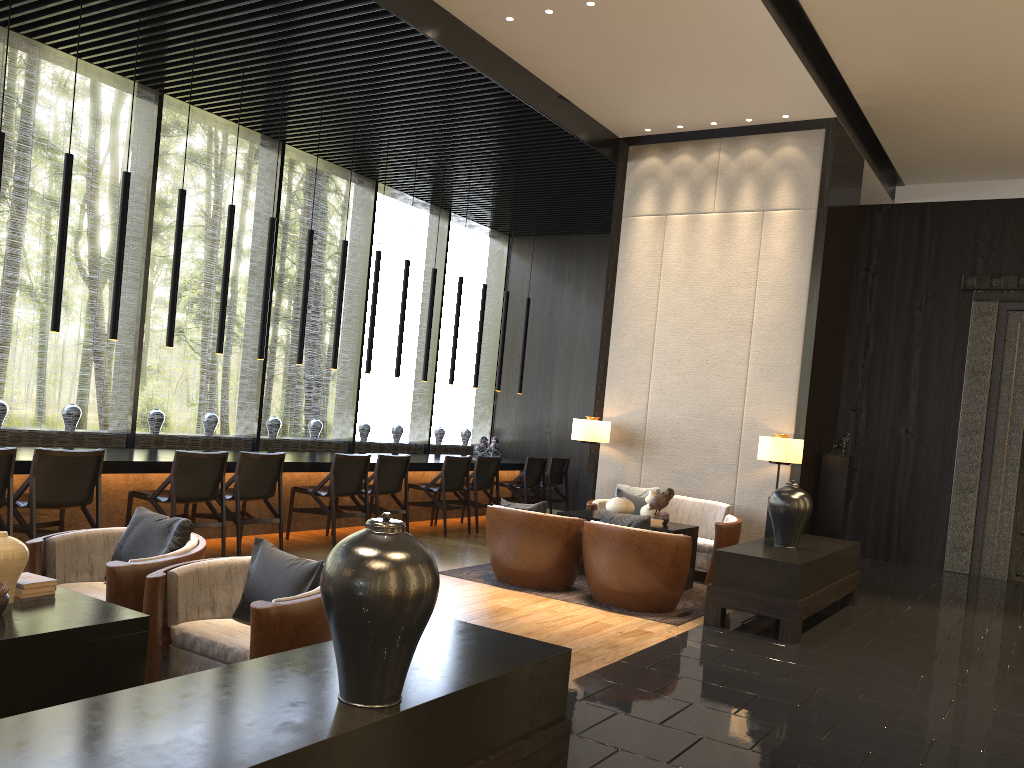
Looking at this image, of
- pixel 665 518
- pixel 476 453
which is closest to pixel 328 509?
pixel 665 518

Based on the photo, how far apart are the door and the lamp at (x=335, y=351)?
7.52m

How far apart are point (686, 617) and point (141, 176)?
6.19m

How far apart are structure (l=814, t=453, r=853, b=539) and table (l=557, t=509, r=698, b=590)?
1.7 meters

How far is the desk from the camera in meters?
6.4 m

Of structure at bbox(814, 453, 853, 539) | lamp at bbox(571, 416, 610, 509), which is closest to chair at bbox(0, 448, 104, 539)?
lamp at bbox(571, 416, 610, 509)

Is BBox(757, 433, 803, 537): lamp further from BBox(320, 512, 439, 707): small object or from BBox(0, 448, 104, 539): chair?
Answer: BBox(320, 512, 439, 707): small object

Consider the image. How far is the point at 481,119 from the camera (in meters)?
8.15

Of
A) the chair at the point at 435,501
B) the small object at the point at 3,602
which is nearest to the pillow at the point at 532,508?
the chair at the point at 435,501

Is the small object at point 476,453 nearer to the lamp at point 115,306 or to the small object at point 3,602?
the lamp at point 115,306
